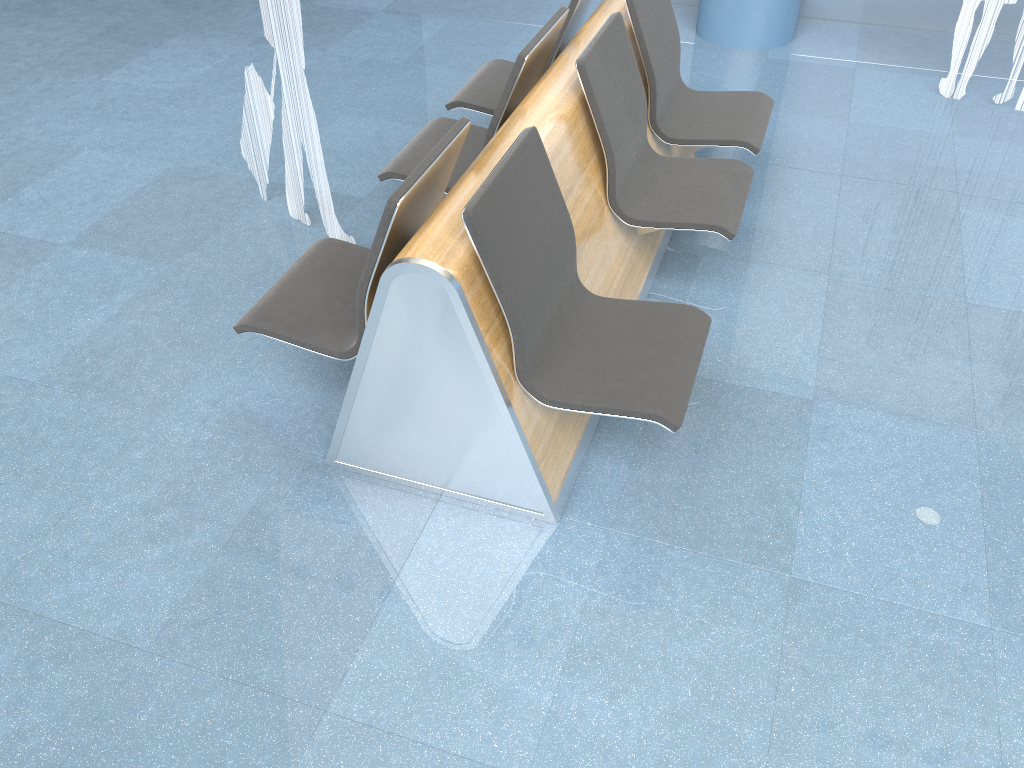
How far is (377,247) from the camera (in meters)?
2.18

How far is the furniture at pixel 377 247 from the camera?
2.2 meters

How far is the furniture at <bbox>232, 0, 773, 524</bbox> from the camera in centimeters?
218cm
